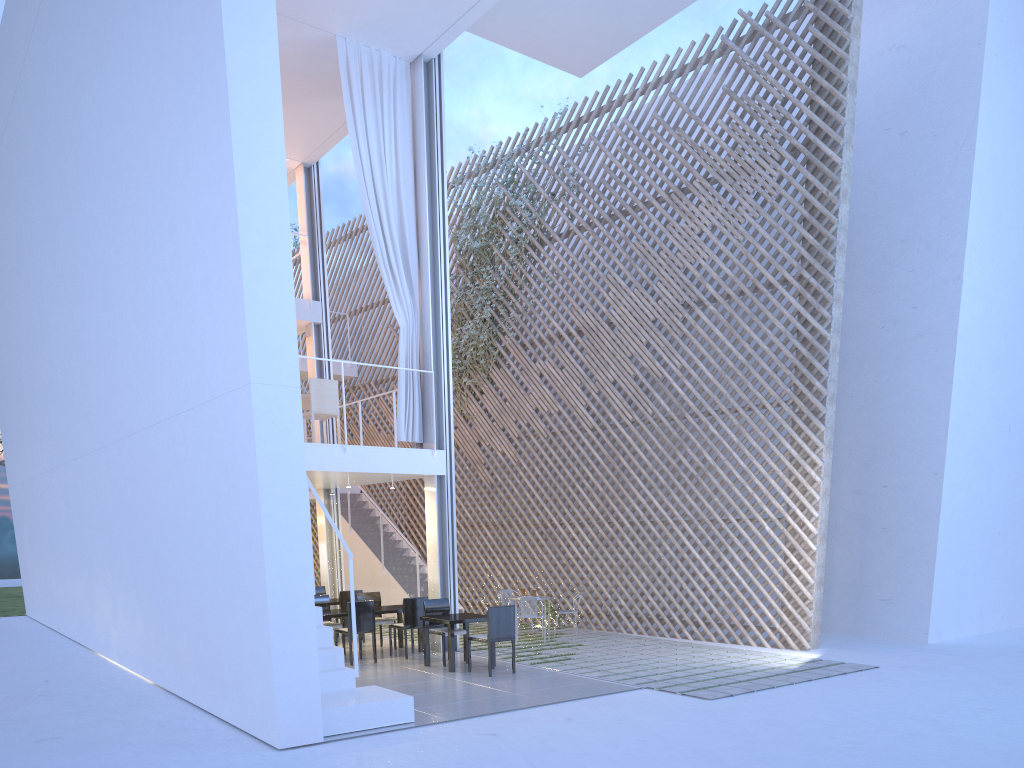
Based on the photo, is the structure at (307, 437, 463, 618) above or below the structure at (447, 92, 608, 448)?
below

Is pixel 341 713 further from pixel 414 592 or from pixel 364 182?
pixel 414 592

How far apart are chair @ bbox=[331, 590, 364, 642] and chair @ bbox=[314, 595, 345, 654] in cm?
39

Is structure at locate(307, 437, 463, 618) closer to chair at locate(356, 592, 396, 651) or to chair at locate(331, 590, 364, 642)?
chair at locate(331, 590, 364, 642)

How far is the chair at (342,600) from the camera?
6.20m

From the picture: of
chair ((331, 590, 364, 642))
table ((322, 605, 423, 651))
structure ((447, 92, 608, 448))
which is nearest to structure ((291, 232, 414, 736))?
table ((322, 605, 423, 651))

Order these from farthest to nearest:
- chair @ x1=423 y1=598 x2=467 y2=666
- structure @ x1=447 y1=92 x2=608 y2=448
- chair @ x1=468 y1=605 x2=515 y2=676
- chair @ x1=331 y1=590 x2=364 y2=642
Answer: structure @ x1=447 y1=92 x2=608 y2=448 → chair @ x1=331 y1=590 x2=364 y2=642 → chair @ x1=423 y1=598 x2=467 y2=666 → chair @ x1=468 y1=605 x2=515 y2=676

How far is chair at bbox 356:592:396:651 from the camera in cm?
581

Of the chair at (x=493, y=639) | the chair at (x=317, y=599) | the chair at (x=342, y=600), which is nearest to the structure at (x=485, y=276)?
the chair at (x=342, y=600)

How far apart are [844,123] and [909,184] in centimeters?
100cm
